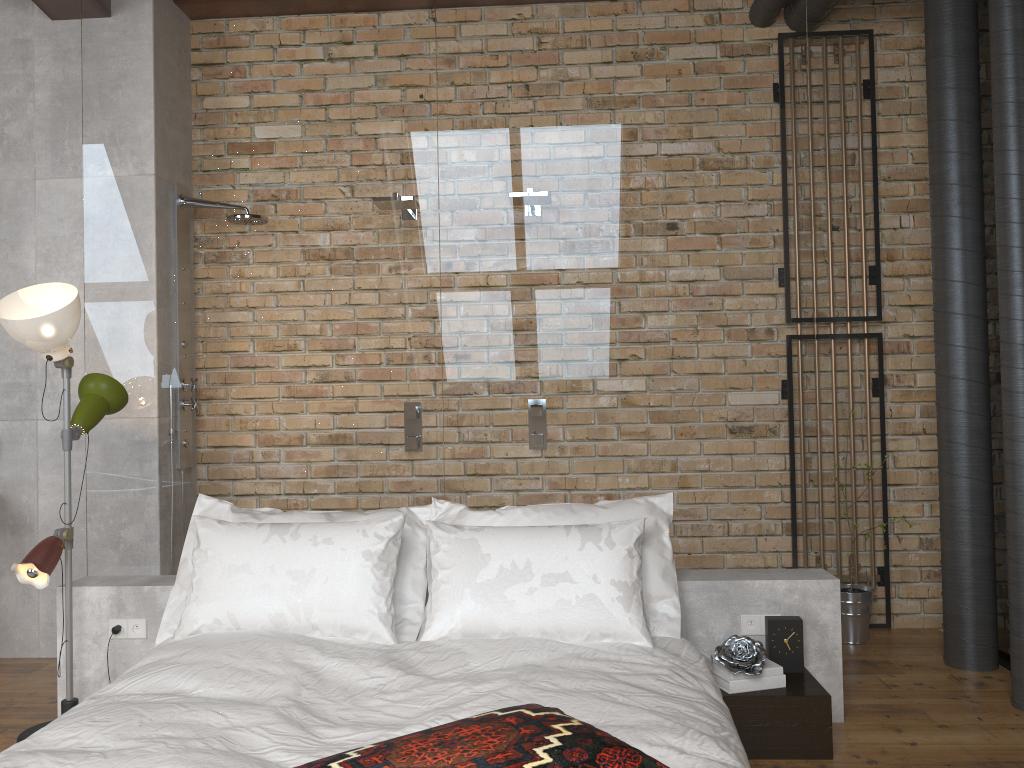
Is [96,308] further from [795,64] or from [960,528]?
[960,528]

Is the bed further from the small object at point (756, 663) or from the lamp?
the lamp

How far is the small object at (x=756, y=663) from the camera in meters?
2.8 m

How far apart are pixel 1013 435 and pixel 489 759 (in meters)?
2.51

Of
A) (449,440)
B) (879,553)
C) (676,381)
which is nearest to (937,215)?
(676,381)

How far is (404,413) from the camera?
3.4m

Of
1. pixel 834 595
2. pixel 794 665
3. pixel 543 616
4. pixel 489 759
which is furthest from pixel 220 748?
pixel 834 595

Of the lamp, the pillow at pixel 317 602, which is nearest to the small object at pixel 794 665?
the pillow at pixel 317 602

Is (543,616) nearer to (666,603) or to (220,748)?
(666,603)

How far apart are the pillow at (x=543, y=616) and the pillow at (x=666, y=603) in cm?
A: 11
